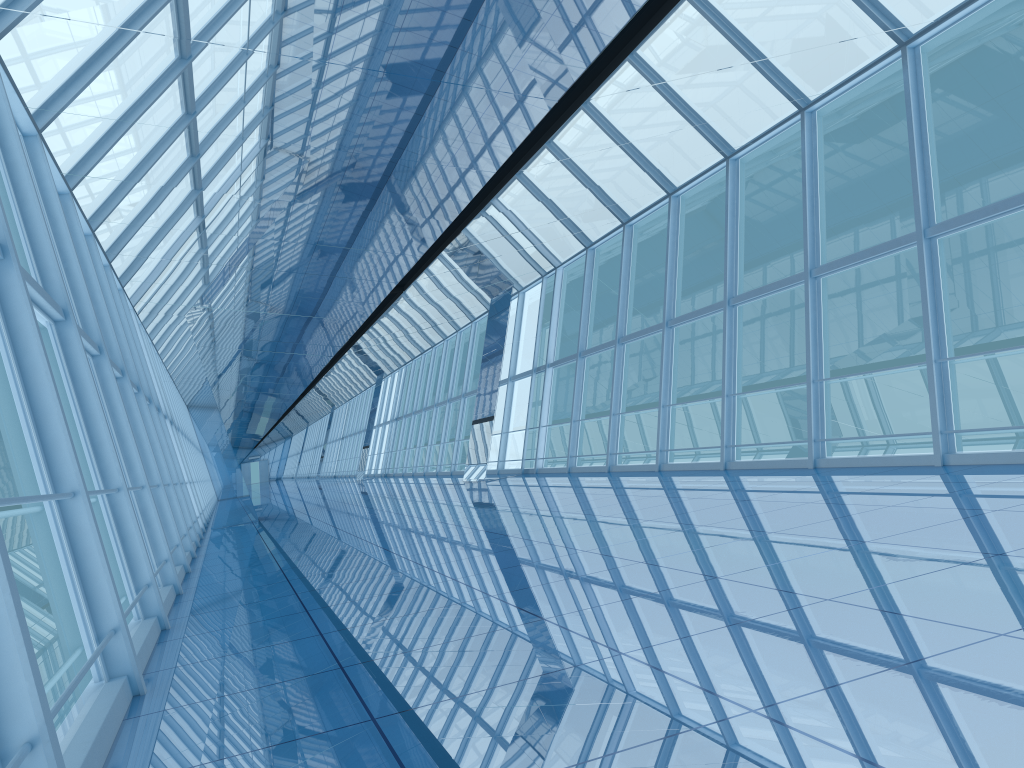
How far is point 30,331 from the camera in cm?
457

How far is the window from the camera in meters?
4.6 m

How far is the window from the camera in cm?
457
